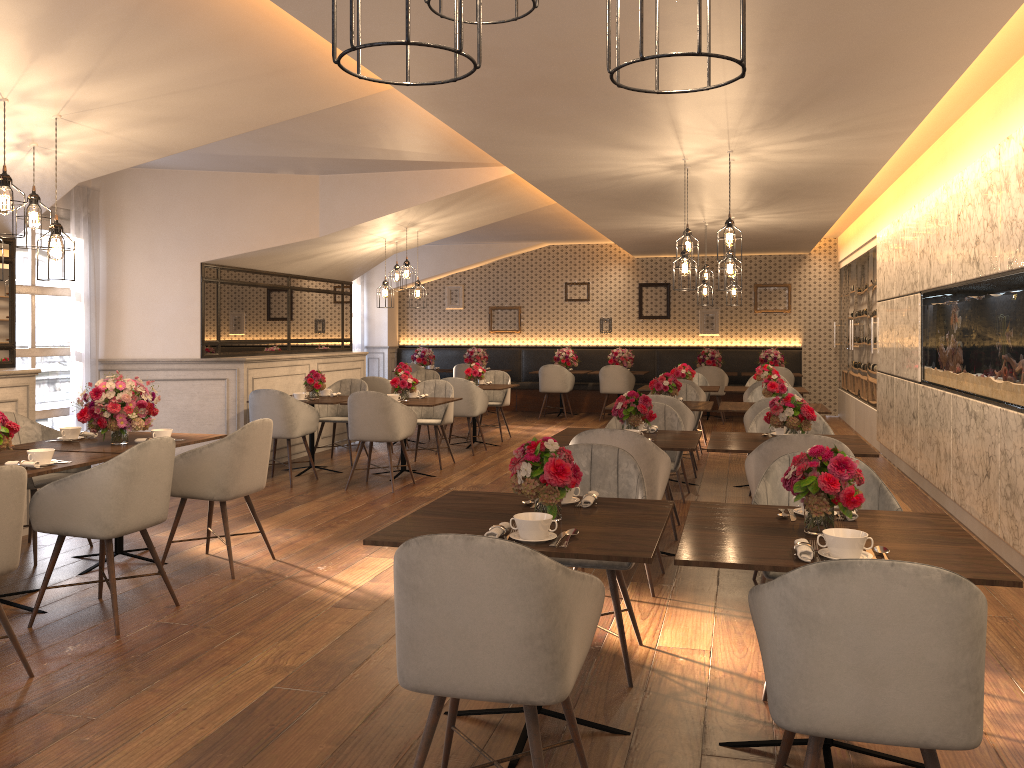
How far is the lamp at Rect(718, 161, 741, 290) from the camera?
6.5 meters

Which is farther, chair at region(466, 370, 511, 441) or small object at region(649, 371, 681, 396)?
chair at region(466, 370, 511, 441)

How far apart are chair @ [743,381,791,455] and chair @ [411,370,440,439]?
4.2 meters

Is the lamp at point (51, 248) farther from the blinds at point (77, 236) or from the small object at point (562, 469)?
the blinds at point (77, 236)

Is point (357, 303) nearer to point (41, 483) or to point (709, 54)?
point (41, 483)

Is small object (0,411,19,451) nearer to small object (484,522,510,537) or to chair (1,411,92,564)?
chair (1,411,92,564)

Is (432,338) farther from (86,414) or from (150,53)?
(150,53)

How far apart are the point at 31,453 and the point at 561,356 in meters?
10.7 m

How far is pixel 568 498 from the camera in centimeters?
336cm

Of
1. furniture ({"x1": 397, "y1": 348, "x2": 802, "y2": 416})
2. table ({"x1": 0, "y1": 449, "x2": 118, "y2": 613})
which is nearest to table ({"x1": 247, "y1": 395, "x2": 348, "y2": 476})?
table ({"x1": 0, "y1": 449, "x2": 118, "y2": 613})
